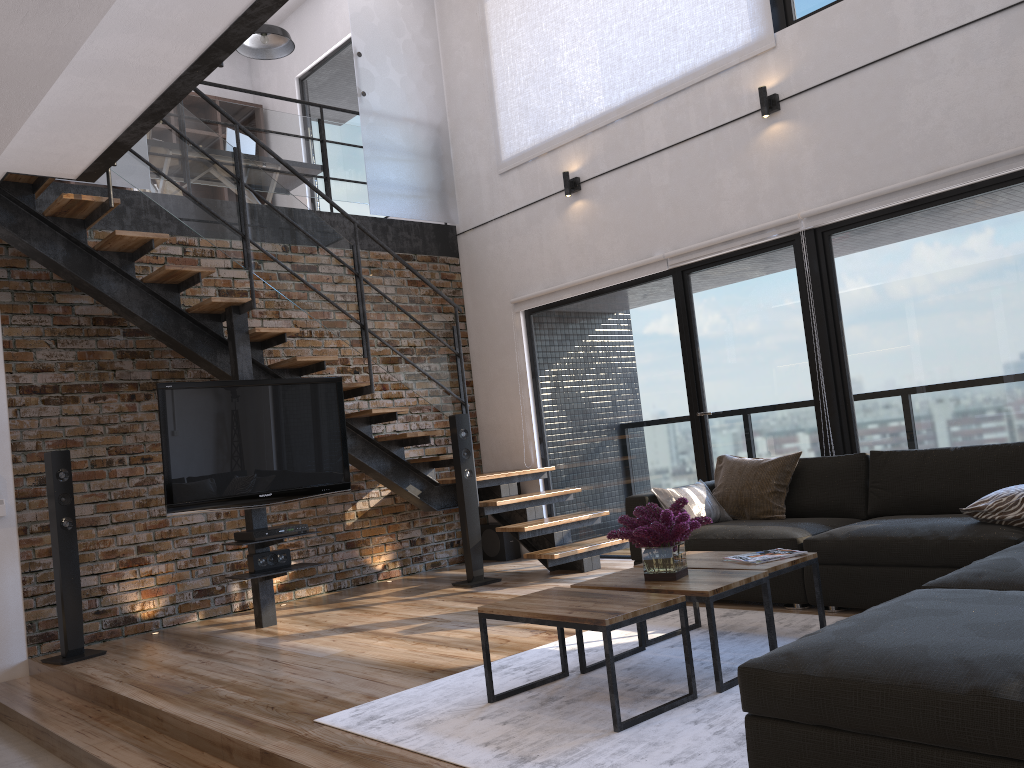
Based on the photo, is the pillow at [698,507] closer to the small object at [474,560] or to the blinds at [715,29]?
the small object at [474,560]

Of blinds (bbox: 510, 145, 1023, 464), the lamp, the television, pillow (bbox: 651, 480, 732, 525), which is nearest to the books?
pillow (bbox: 651, 480, 732, 525)

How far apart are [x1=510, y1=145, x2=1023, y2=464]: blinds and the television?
2.0m

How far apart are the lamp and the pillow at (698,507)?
5.5m

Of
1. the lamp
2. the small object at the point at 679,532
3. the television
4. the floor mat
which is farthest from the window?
the small object at the point at 679,532

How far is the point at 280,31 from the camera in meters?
7.9 m

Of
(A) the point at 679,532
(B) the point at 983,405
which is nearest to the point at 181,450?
(A) the point at 679,532

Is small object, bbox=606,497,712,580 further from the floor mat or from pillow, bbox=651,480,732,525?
→ pillow, bbox=651,480,732,525

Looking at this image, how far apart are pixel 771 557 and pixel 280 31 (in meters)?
6.58

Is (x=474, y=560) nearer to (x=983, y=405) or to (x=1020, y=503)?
(x=983, y=405)
